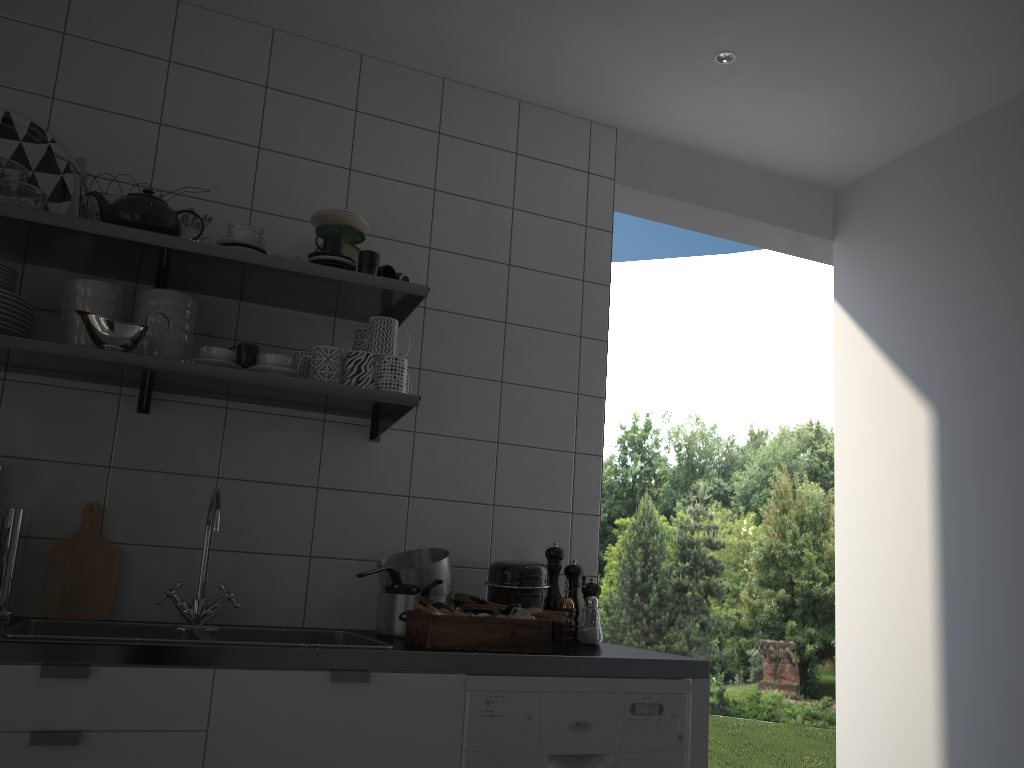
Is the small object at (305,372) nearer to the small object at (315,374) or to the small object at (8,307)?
the small object at (315,374)

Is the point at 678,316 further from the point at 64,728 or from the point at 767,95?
the point at 64,728

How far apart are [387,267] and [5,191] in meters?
0.9 m

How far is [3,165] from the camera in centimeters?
207cm

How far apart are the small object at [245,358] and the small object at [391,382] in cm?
32

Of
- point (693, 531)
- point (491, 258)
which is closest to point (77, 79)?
point (491, 258)

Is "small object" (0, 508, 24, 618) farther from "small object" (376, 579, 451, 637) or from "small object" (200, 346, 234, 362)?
"small object" (376, 579, 451, 637)

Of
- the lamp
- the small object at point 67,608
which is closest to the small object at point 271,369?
the small object at point 67,608

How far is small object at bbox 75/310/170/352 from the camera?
1.99m

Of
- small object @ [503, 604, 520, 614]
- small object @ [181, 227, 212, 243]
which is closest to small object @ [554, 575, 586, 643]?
small object @ [503, 604, 520, 614]
